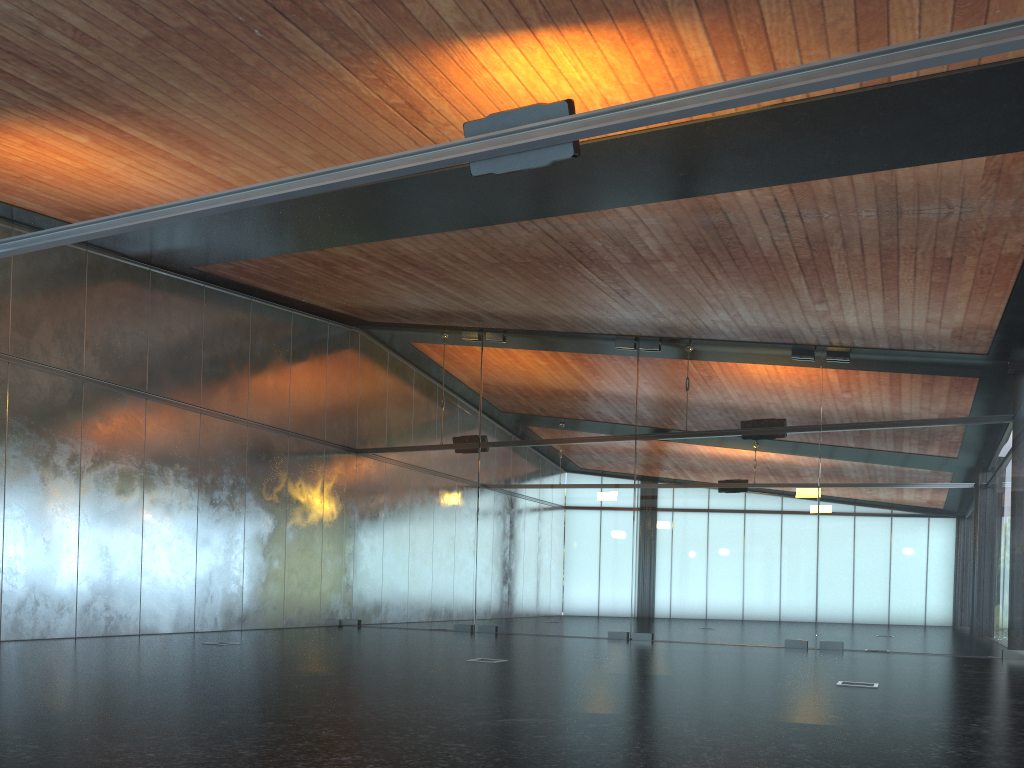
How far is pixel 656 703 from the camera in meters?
6.9 m
